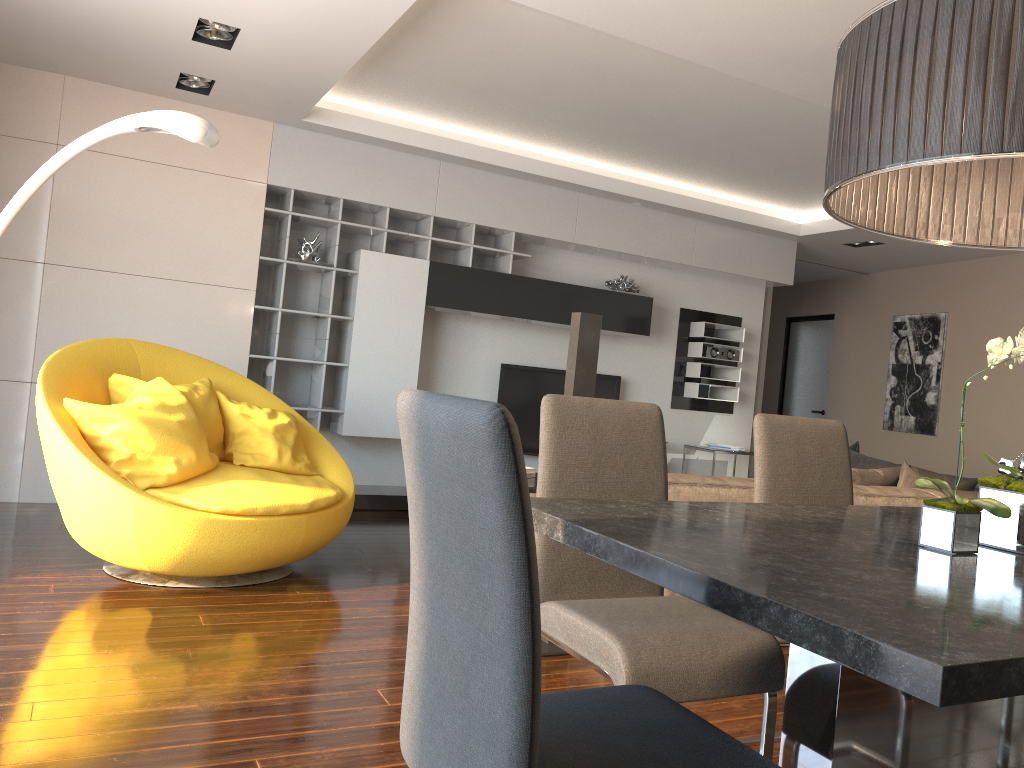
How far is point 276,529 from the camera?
3.8 meters

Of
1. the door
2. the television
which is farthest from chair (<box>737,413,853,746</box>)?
the door

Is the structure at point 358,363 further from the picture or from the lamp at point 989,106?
the lamp at point 989,106

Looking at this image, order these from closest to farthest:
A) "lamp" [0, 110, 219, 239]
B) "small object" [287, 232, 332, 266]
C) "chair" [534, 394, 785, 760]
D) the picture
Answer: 1. "chair" [534, 394, 785, 760]
2. "lamp" [0, 110, 219, 239]
3. "small object" [287, 232, 332, 266]
4. the picture

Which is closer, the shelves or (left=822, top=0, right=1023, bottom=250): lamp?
(left=822, top=0, right=1023, bottom=250): lamp

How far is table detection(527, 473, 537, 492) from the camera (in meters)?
3.60

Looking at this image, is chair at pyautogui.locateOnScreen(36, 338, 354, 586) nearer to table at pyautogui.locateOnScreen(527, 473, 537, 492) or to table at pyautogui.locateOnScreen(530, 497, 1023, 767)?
table at pyautogui.locateOnScreen(527, 473, 537, 492)

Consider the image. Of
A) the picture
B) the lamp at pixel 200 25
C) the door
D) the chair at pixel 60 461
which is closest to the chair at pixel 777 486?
the chair at pixel 60 461

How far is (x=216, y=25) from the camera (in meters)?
4.26

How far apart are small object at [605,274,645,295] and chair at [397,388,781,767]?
5.8m
